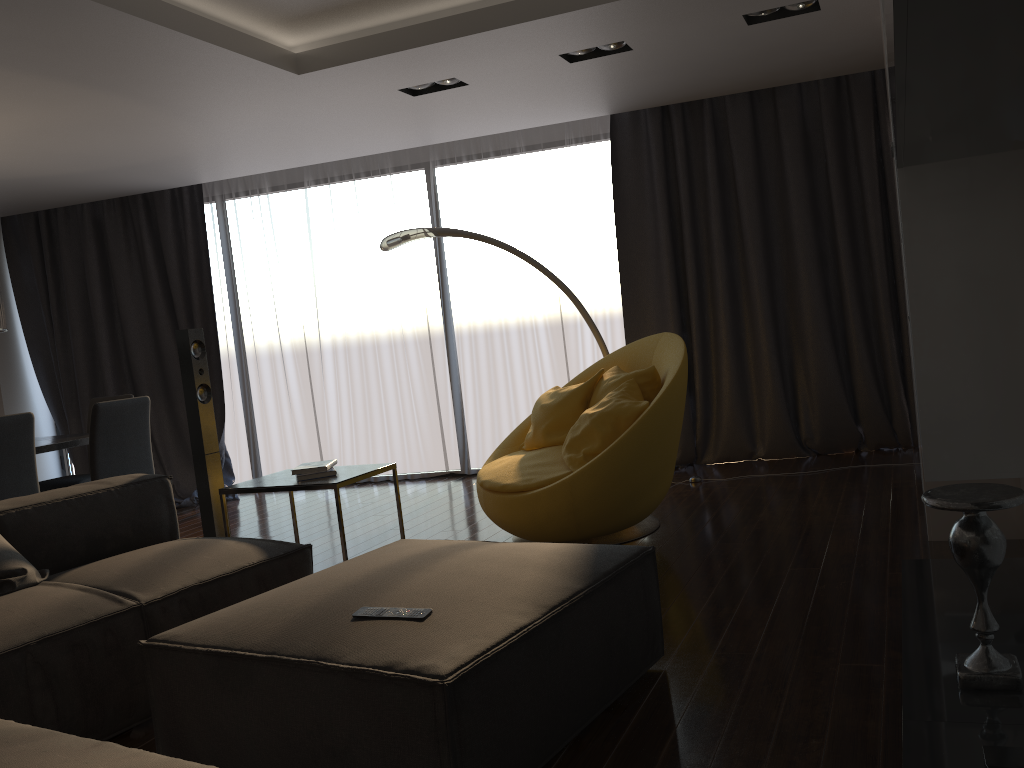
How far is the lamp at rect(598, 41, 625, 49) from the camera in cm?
452

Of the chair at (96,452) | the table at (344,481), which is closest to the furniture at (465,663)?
the table at (344,481)

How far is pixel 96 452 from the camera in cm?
487

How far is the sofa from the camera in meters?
Result: 2.5

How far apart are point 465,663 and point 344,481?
1.9 meters

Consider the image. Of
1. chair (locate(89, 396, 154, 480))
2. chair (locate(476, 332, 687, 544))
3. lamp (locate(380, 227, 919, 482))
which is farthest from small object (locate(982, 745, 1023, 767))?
chair (locate(89, 396, 154, 480))

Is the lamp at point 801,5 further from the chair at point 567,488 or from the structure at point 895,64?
the structure at point 895,64

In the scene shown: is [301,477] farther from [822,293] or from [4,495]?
[822,293]

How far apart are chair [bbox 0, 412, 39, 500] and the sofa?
0.8m

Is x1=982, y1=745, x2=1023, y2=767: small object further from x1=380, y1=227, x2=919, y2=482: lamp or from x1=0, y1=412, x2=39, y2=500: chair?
x1=0, y1=412, x2=39, y2=500: chair
